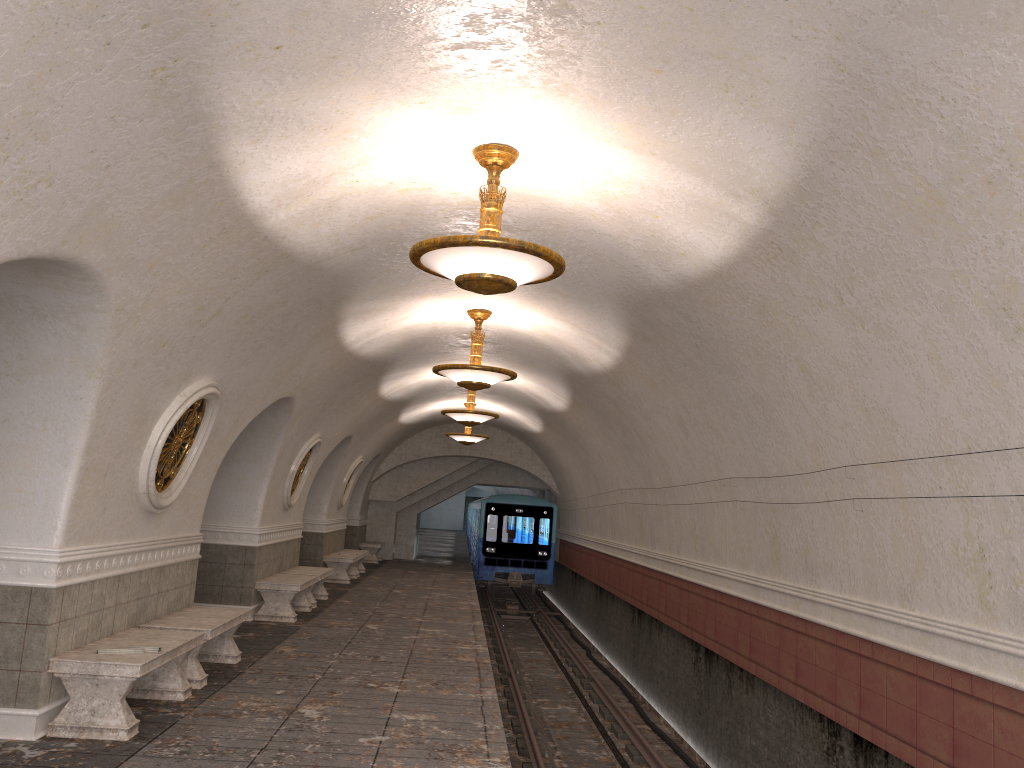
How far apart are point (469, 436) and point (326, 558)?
4.1 meters

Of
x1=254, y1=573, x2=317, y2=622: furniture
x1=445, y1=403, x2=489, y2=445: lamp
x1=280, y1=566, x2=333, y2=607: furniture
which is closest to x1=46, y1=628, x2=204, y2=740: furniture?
x1=254, y1=573, x2=317, y2=622: furniture

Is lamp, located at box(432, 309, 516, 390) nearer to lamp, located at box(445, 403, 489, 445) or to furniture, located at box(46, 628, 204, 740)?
furniture, located at box(46, 628, 204, 740)

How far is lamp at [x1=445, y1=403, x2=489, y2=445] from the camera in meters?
19.6 m

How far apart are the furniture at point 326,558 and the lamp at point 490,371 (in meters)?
8.53

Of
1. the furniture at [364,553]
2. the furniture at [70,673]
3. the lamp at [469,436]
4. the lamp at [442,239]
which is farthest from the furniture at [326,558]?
the lamp at [442,239]

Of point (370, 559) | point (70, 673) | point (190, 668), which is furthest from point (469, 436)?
point (70, 673)

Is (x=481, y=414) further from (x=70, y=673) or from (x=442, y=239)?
(x=442, y=239)

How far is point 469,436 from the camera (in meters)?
19.65

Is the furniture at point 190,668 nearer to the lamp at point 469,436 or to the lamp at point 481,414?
the lamp at point 481,414
